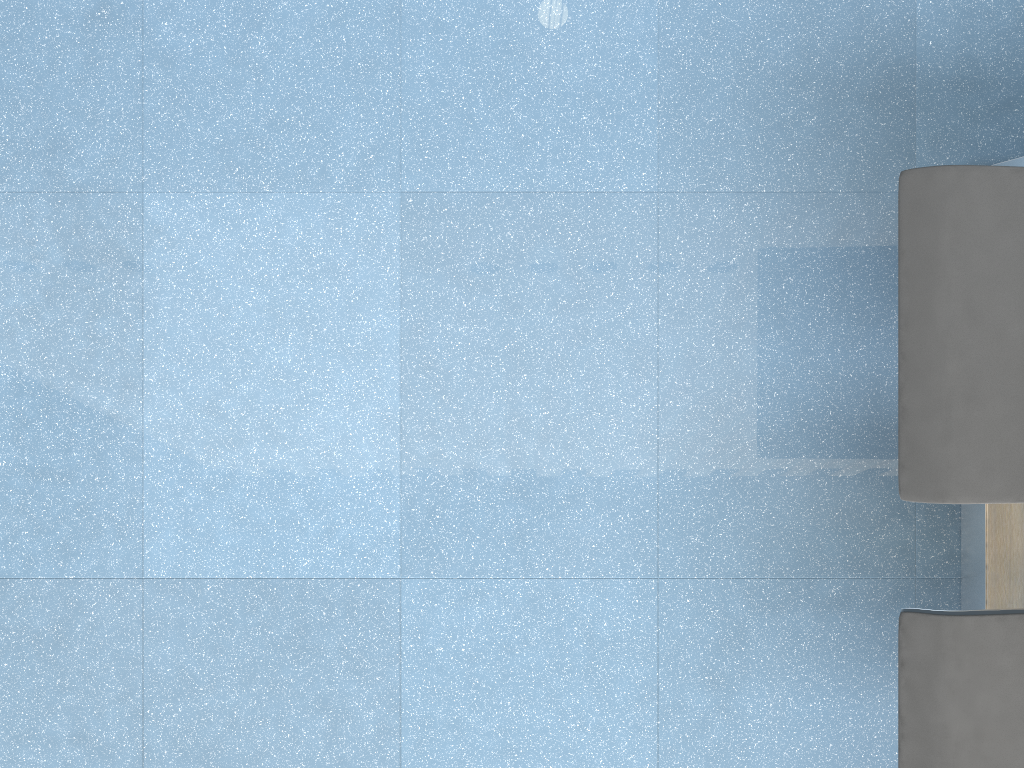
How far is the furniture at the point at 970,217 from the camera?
1.3m

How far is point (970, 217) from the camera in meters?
1.3 m

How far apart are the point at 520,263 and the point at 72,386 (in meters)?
0.89

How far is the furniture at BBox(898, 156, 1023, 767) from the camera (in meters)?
1.28
